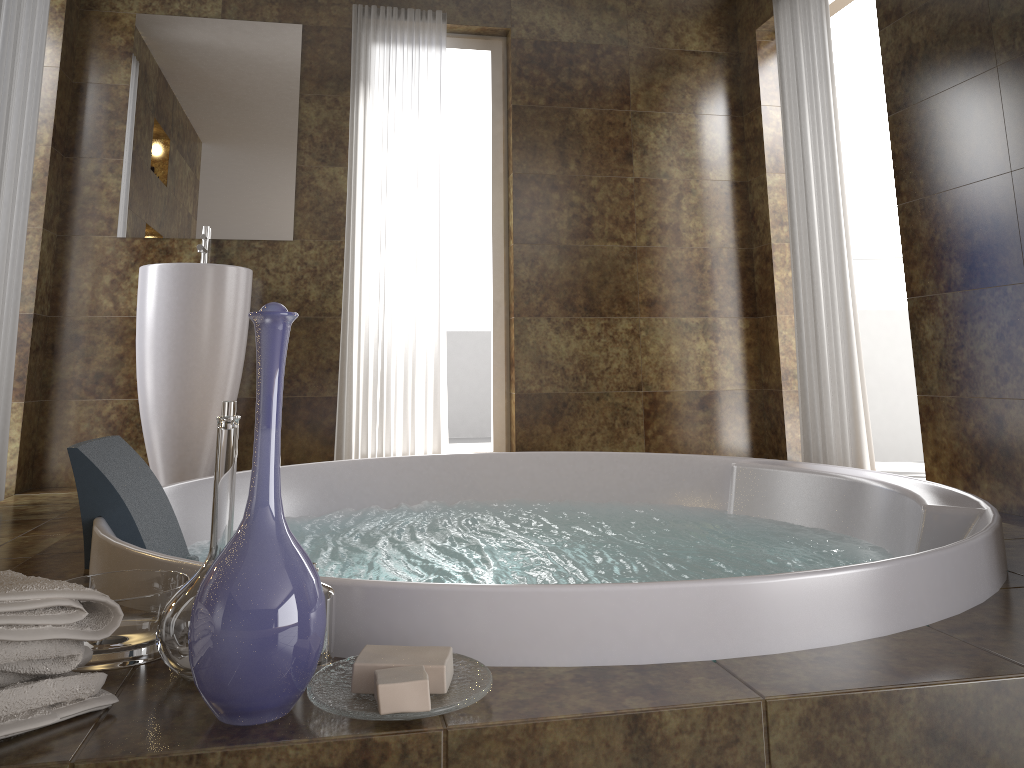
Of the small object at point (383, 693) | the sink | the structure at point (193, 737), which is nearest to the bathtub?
the structure at point (193, 737)

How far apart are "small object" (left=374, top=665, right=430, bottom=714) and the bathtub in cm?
14

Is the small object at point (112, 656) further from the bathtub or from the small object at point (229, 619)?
the small object at point (229, 619)

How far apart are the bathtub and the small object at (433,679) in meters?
0.1 m

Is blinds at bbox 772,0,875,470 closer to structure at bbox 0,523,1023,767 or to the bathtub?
the bathtub

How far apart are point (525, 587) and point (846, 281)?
2.9 meters

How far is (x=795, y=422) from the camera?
4.3 meters

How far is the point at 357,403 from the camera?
4.0 meters

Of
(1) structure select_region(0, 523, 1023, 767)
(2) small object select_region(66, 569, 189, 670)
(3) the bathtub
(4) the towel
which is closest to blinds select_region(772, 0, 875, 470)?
(3) the bathtub

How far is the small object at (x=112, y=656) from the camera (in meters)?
1.08
